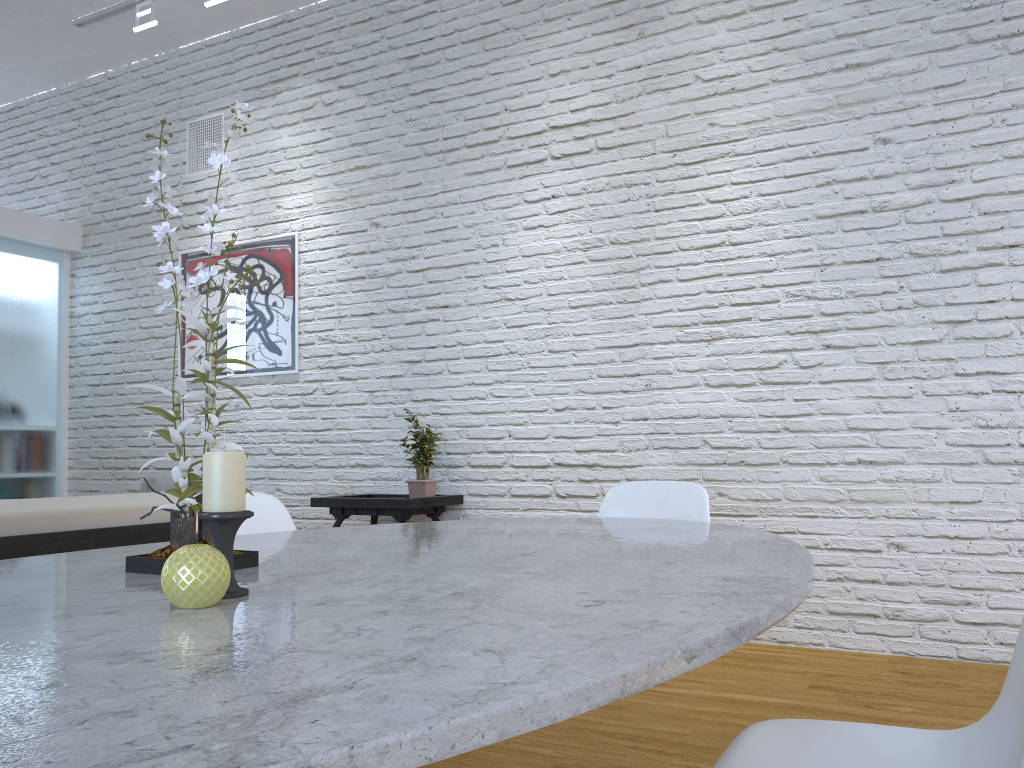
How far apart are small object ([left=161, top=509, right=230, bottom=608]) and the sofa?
1.60m

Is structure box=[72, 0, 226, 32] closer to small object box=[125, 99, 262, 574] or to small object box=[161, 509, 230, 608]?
small object box=[125, 99, 262, 574]

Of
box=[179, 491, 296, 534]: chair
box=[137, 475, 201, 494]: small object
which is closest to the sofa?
box=[179, 491, 296, 534]: chair

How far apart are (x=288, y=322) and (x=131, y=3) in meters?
1.9 m

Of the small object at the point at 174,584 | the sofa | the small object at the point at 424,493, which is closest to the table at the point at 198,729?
the small object at the point at 174,584

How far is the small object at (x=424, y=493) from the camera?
4.13m

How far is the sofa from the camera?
2.2m

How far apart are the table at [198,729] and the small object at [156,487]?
3.05m

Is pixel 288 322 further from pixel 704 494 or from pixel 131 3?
pixel 704 494

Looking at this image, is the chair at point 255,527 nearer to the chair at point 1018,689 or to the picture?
the chair at point 1018,689
